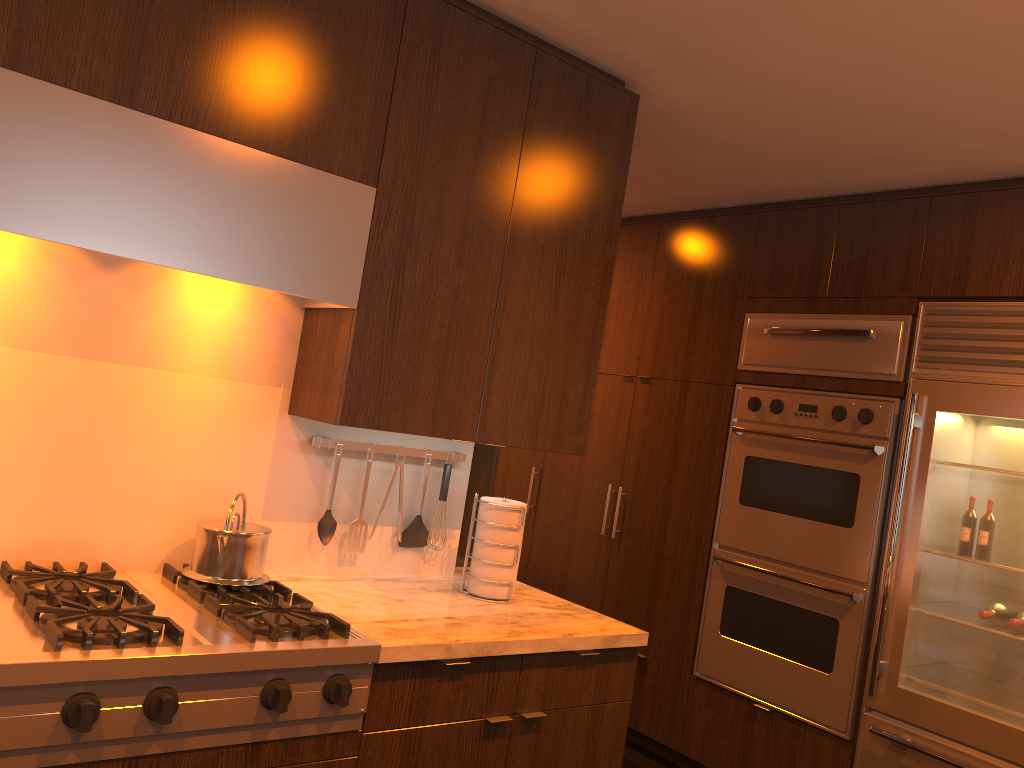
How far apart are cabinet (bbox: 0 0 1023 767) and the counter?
0.0m

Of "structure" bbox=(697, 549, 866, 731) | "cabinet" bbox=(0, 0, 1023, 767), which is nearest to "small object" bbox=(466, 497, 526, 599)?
"cabinet" bbox=(0, 0, 1023, 767)

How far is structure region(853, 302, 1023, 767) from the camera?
2.99m

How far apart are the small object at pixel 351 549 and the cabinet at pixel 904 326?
1.87m

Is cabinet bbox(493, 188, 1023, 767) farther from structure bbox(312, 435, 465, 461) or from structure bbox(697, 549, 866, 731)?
structure bbox(312, 435, 465, 461)

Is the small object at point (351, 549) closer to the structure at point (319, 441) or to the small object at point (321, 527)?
the small object at point (321, 527)

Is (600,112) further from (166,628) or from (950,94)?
(166,628)

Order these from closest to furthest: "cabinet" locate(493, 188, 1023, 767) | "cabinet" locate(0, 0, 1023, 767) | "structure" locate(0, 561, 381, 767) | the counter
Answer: "structure" locate(0, 561, 381, 767)
"cabinet" locate(0, 0, 1023, 767)
the counter
"cabinet" locate(493, 188, 1023, 767)

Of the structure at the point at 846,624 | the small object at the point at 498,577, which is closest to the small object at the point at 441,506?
the small object at the point at 498,577

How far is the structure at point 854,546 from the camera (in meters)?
3.42
